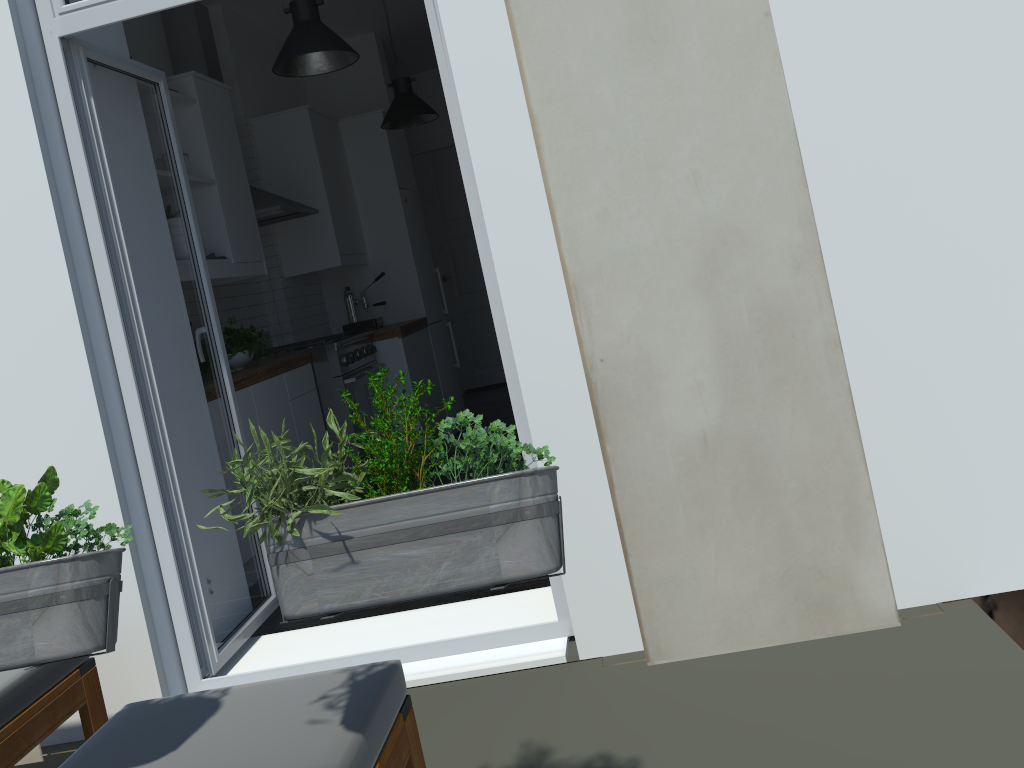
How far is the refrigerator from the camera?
6.27m

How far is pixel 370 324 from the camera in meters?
5.9 m

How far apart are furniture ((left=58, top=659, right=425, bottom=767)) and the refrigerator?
4.6 meters

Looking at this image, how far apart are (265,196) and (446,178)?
3.70m

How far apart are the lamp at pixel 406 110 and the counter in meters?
1.2 m

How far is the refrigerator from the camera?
6.27m

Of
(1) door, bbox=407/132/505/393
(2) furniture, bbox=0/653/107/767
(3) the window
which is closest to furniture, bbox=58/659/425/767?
(2) furniture, bbox=0/653/107/767

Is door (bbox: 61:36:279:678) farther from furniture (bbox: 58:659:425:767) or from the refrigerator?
the refrigerator

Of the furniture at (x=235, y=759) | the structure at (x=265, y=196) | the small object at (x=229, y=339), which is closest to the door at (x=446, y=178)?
the structure at (x=265, y=196)

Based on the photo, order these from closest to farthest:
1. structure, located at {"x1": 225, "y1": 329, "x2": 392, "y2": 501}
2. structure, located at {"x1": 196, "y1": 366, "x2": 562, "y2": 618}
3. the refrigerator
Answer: structure, located at {"x1": 196, "y1": 366, "x2": 562, "y2": 618}
structure, located at {"x1": 225, "y1": 329, "x2": 392, "y2": 501}
the refrigerator
